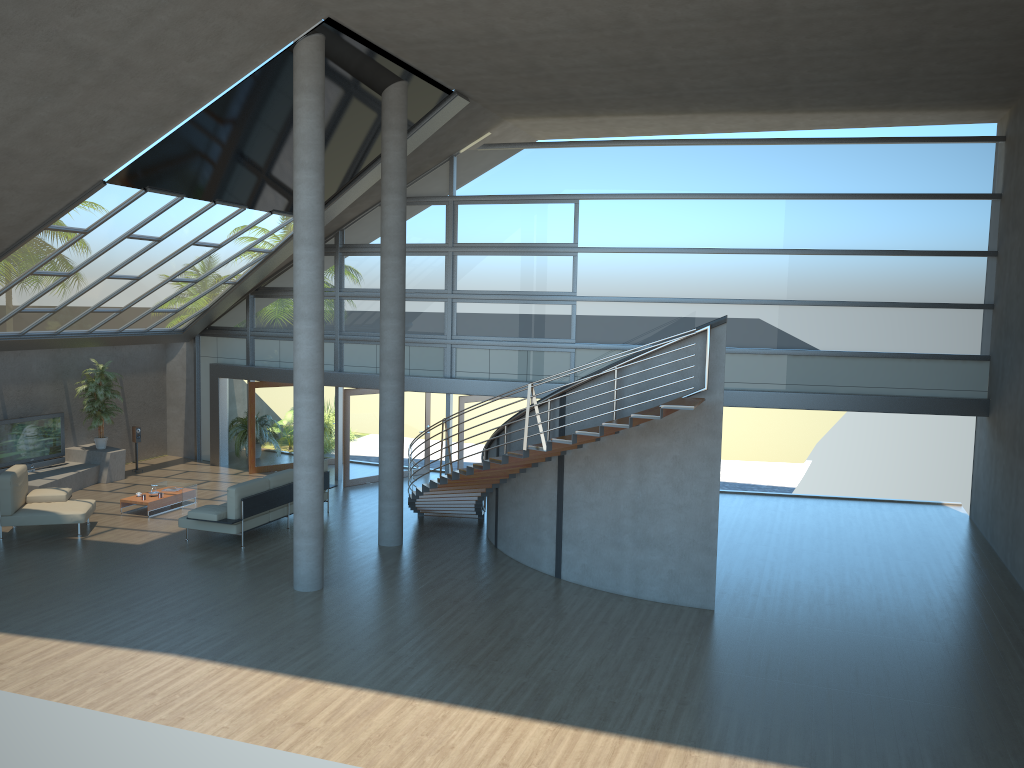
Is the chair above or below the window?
below

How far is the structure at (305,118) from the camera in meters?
10.8 m

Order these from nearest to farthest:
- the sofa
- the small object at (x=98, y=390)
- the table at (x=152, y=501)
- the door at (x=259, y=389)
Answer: the sofa → the table at (x=152, y=501) → the small object at (x=98, y=390) → the door at (x=259, y=389)

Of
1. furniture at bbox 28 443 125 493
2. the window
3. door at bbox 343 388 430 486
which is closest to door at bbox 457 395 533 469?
the window

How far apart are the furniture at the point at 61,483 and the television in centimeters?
14cm

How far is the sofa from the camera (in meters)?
13.21

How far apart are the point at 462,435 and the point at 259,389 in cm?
498

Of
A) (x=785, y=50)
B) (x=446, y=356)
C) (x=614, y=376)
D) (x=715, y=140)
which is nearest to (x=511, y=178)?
(x=446, y=356)

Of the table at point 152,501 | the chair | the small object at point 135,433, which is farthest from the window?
the chair

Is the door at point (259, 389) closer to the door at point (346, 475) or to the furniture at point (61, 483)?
the door at point (346, 475)
